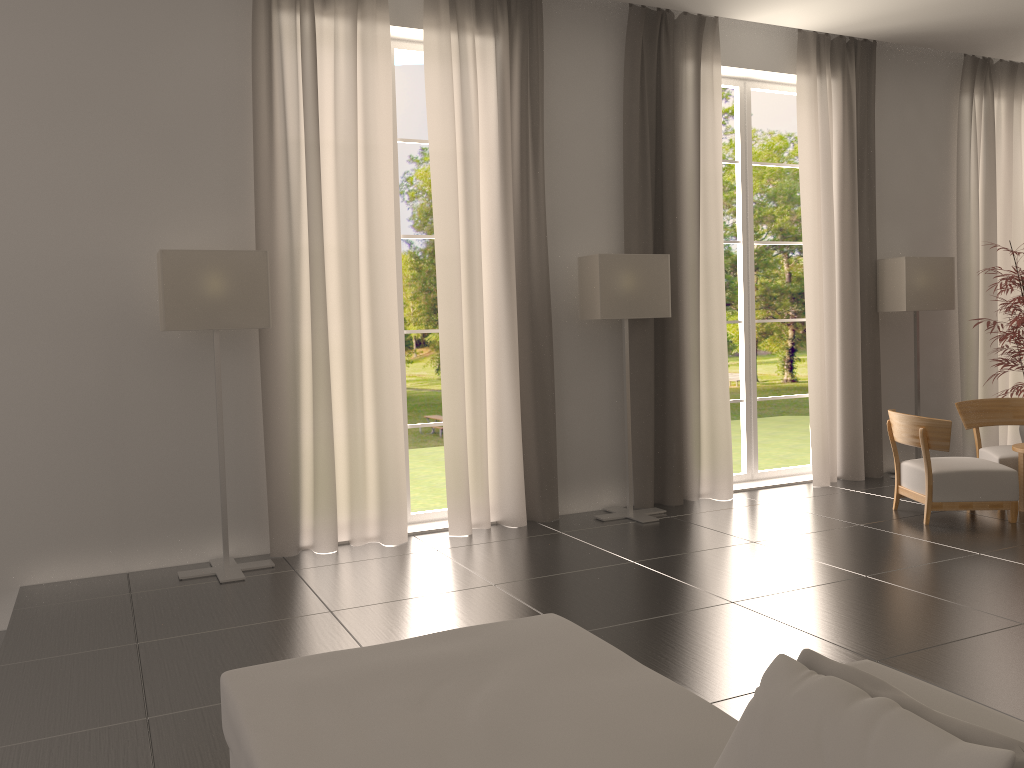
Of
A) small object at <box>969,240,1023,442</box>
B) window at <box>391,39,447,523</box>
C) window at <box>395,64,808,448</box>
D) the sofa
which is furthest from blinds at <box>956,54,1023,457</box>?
window at <box>395,64,808,448</box>

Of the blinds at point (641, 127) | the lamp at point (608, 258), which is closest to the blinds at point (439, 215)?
the lamp at point (608, 258)

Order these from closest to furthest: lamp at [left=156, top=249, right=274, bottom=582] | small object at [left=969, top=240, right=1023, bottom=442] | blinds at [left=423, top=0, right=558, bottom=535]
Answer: lamp at [left=156, top=249, right=274, bottom=582], blinds at [left=423, top=0, right=558, bottom=535], small object at [left=969, top=240, right=1023, bottom=442]

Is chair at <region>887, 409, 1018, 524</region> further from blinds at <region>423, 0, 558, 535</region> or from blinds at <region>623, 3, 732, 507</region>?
blinds at <region>423, 0, 558, 535</region>

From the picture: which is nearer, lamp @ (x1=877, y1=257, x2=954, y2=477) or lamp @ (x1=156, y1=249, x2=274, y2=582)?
lamp @ (x1=156, y1=249, x2=274, y2=582)

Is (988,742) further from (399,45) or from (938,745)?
(399,45)

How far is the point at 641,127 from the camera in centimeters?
1113cm

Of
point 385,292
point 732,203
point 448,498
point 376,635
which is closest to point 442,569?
point 448,498

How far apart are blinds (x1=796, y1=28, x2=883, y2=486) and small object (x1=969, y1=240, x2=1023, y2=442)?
1.6m

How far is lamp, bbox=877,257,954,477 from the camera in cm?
1246
